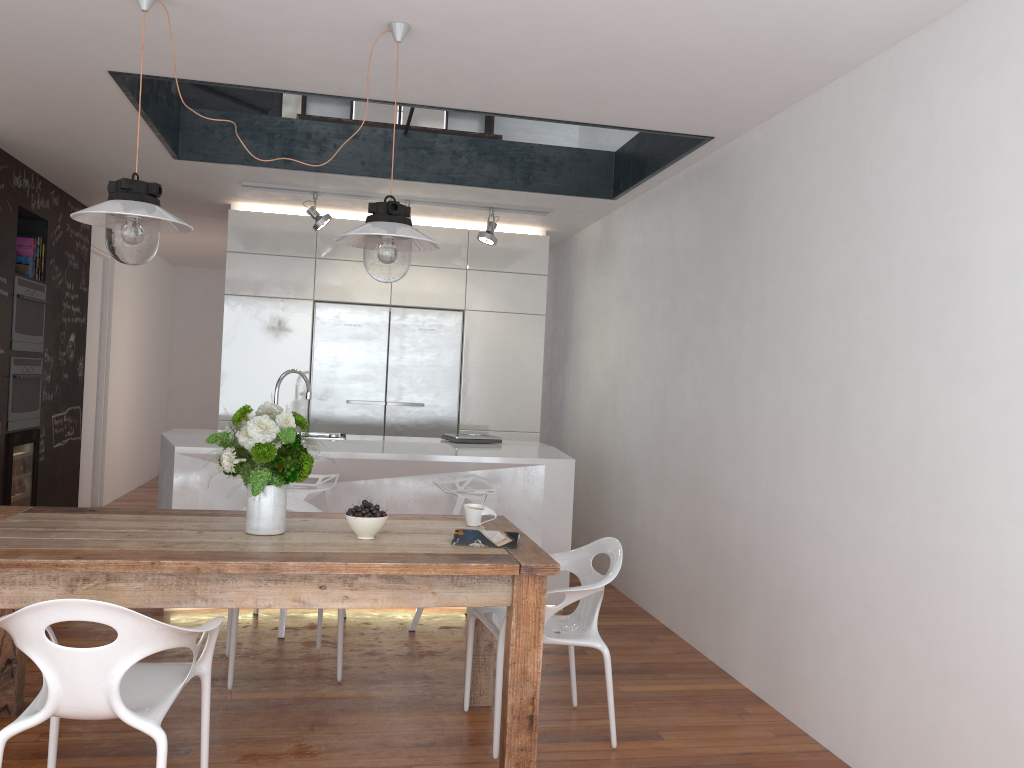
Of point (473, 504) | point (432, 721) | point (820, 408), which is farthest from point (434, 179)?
point (432, 721)

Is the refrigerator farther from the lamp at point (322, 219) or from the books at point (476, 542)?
the books at point (476, 542)

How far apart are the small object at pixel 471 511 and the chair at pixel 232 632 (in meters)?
0.83

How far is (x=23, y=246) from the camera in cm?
590

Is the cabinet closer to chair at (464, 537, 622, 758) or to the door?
the door

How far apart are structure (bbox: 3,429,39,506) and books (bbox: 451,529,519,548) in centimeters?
385cm

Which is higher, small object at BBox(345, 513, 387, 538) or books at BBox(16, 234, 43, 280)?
books at BBox(16, 234, 43, 280)

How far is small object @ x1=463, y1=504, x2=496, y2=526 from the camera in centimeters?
332cm

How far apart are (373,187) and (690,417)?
2.6 meters

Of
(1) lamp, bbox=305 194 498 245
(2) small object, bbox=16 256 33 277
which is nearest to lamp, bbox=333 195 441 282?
(1) lamp, bbox=305 194 498 245
